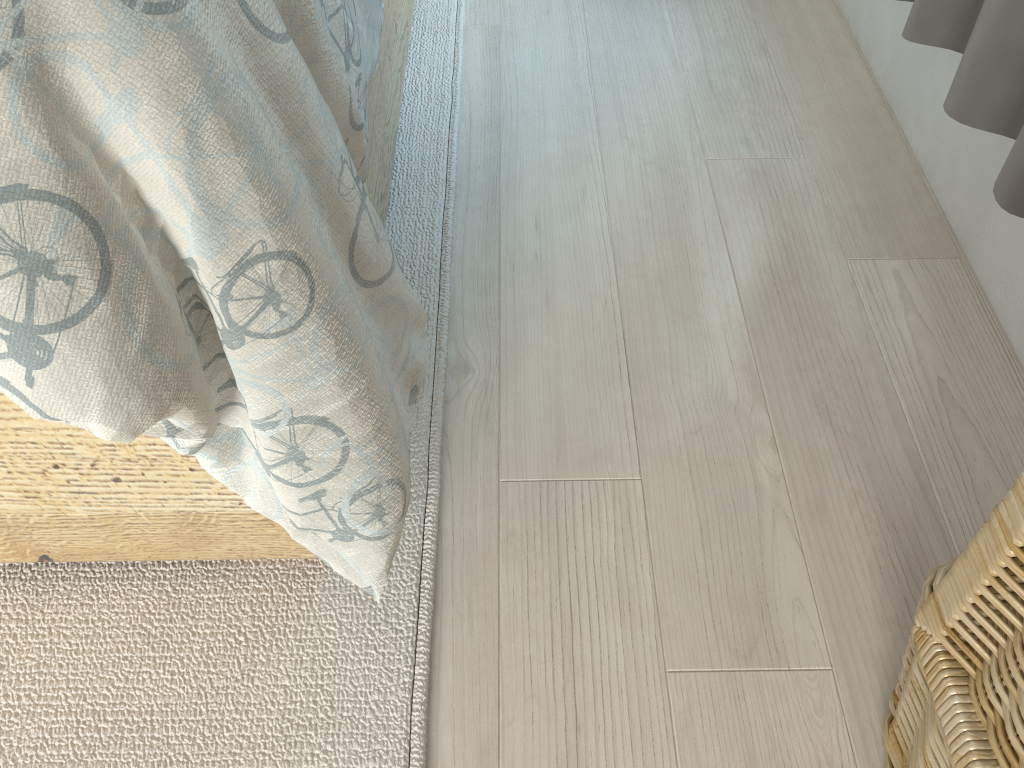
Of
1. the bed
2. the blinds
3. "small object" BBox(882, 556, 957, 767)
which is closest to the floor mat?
the bed

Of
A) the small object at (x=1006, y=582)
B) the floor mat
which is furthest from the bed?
the small object at (x=1006, y=582)

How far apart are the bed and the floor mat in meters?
0.0 m

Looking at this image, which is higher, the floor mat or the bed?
the bed

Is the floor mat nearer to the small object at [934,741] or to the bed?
the bed

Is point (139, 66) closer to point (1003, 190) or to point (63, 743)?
point (63, 743)

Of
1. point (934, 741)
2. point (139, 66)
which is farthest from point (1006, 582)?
point (139, 66)

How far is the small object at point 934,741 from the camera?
0.6m

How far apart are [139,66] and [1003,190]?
0.66m

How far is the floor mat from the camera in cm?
72
